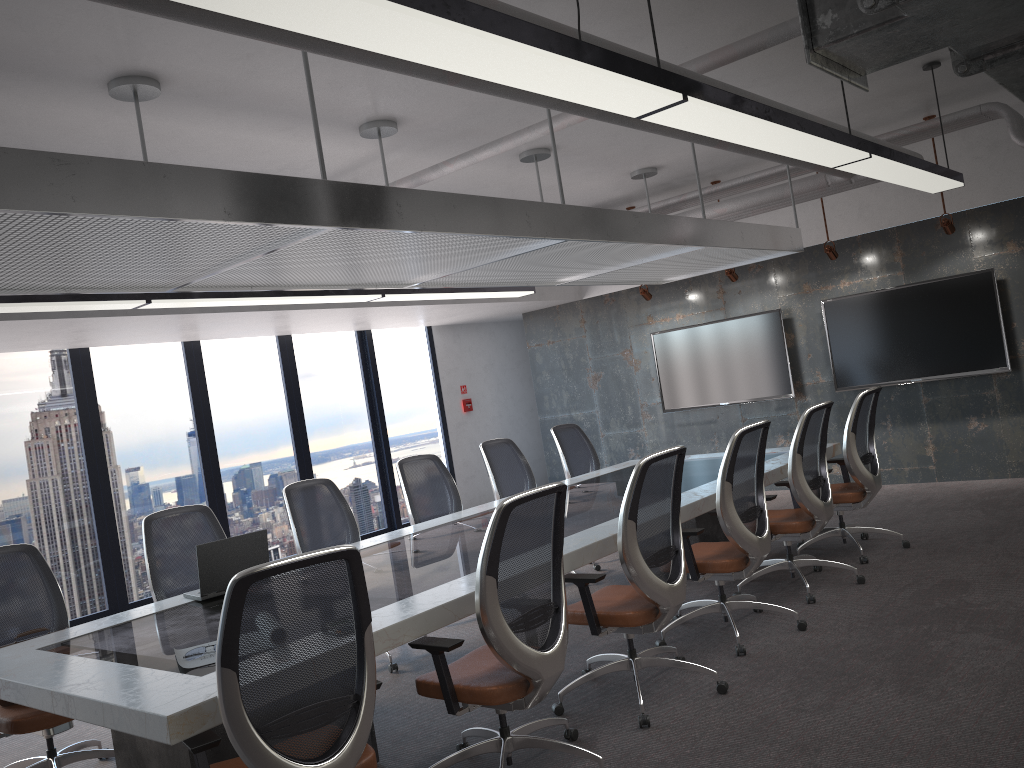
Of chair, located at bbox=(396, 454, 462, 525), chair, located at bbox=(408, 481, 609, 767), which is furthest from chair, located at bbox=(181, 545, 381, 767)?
chair, located at bbox=(396, 454, 462, 525)

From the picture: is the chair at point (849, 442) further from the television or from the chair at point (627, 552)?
the television

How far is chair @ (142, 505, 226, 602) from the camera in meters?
5.0

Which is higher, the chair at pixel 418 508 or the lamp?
the lamp

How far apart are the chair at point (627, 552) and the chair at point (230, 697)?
1.3 meters

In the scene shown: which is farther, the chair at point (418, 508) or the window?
the window

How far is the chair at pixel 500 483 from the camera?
7.0 meters

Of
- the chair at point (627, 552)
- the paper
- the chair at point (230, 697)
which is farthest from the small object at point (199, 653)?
the chair at point (627, 552)

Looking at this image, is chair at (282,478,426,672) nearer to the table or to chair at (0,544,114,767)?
the table

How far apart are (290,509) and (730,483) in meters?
2.7
